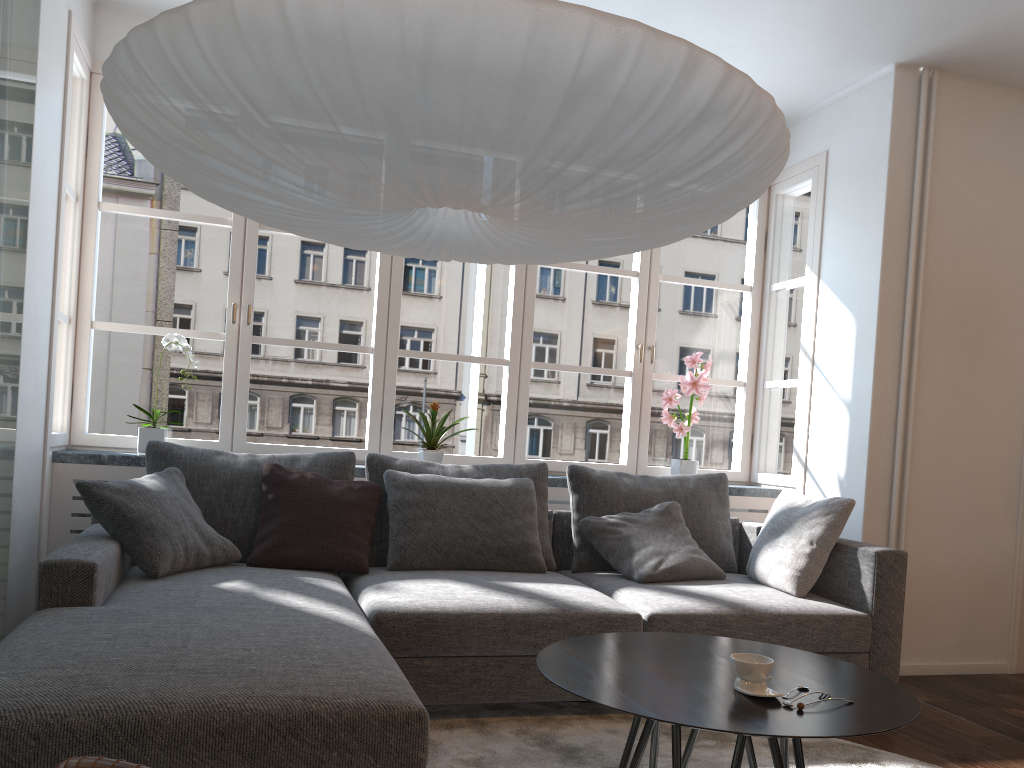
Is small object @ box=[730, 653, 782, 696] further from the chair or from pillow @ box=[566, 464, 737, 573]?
pillow @ box=[566, 464, 737, 573]

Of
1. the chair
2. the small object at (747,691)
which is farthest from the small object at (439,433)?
the chair

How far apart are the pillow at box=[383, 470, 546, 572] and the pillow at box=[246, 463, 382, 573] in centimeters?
4cm

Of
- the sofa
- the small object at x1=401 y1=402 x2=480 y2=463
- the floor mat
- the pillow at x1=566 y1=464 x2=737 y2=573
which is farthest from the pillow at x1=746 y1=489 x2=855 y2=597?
the small object at x1=401 y1=402 x2=480 y2=463

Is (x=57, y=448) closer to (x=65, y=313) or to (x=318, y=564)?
(x=318, y=564)

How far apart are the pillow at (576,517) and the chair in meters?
3.2 m

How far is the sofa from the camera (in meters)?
1.70

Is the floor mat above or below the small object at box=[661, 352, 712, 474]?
below

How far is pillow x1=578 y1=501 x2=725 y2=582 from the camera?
3.56m

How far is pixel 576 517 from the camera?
3.9 meters
